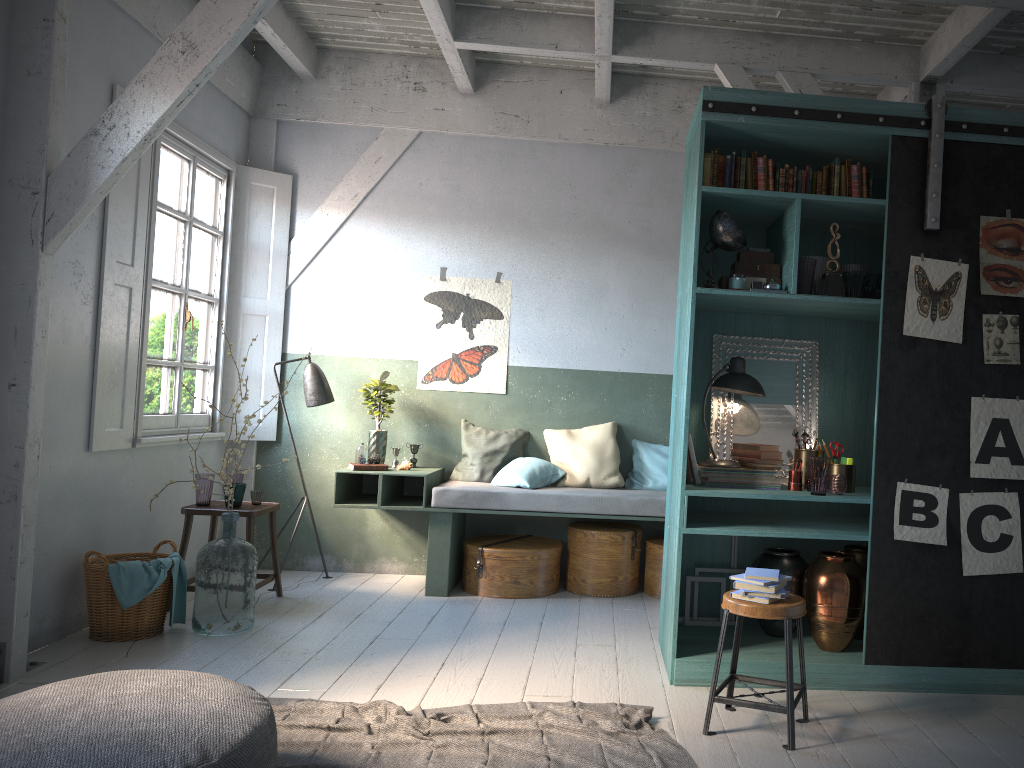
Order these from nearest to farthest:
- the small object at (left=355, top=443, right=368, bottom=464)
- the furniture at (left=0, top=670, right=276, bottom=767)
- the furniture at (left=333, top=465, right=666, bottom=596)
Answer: the furniture at (left=0, top=670, right=276, bottom=767)
the furniture at (left=333, top=465, right=666, bottom=596)
the small object at (left=355, top=443, right=368, bottom=464)

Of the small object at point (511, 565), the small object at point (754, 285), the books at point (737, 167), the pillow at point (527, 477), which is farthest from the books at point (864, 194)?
the small object at point (511, 565)

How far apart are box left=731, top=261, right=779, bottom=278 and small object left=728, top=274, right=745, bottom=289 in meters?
0.1

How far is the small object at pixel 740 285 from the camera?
4.91m

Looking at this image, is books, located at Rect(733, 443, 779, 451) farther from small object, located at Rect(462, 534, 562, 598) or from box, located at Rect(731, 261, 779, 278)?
small object, located at Rect(462, 534, 562, 598)

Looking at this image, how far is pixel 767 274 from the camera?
5.0m

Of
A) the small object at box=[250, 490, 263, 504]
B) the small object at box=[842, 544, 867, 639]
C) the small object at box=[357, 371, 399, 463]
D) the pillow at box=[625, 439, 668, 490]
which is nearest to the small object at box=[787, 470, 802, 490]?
the small object at box=[842, 544, 867, 639]

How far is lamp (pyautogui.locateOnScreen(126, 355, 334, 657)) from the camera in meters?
7.3 m

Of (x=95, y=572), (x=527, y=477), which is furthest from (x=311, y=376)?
(x=95, y=572)

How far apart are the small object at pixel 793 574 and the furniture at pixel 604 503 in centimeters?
135cm
